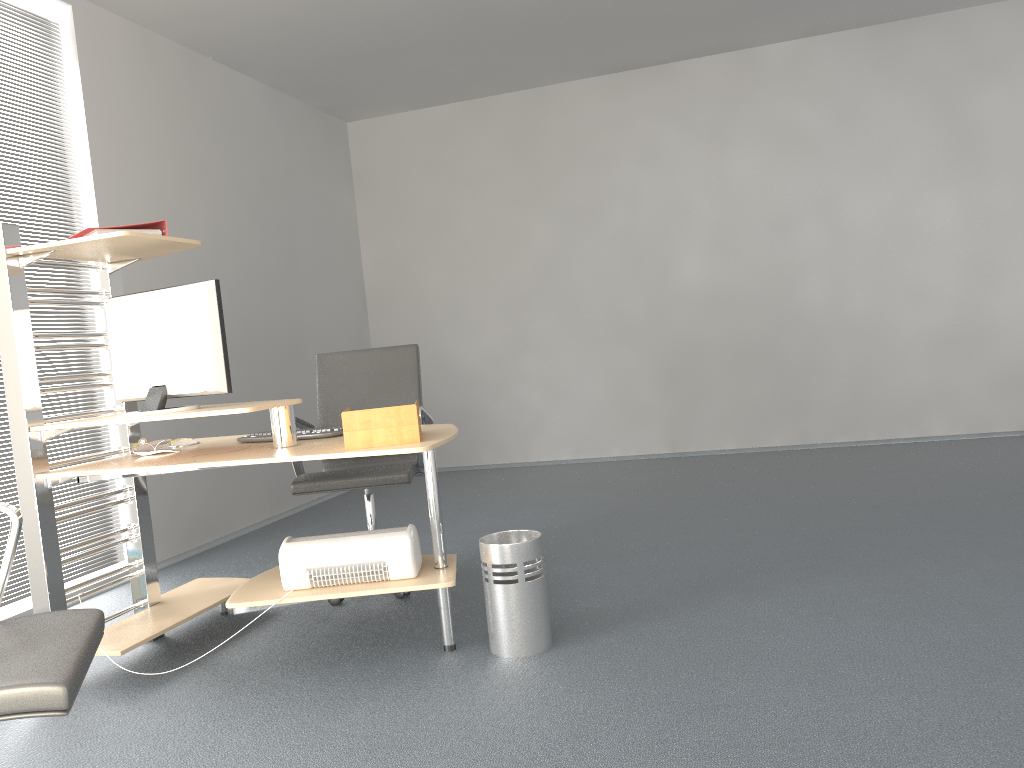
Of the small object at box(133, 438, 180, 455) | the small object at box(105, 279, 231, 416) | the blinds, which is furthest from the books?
the blinds

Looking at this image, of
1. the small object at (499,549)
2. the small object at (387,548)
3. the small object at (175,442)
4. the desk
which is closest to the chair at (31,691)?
the desk

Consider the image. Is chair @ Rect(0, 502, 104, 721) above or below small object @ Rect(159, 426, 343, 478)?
below

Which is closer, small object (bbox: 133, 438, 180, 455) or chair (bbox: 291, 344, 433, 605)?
small object (bbox: 133, 438, 180, 455)

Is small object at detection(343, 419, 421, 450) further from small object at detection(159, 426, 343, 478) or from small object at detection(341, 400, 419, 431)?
small object at detection(159, 426, 343, 478)

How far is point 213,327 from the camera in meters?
2.9

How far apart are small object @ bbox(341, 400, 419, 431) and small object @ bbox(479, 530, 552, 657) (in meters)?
0.49

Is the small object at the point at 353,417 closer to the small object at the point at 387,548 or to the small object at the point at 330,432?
the small object at the point at 387,548

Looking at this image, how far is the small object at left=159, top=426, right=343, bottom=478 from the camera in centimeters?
316cm

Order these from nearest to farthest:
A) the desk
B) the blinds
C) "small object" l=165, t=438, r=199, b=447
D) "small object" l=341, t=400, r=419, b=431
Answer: "small object" l=341, t=400, r=419, b=431 < the desk < "small object" l=165, t=438, r=199, b=447 < the blinds
